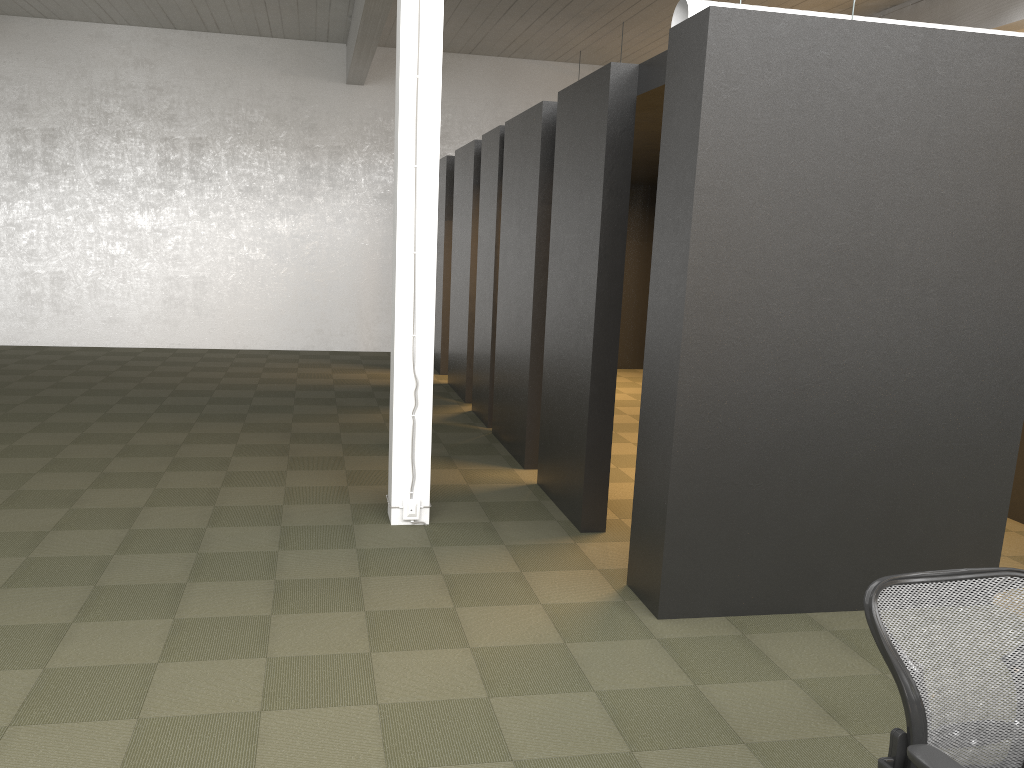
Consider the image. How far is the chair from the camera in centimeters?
223cm

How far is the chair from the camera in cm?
223

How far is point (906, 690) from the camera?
2.2m
